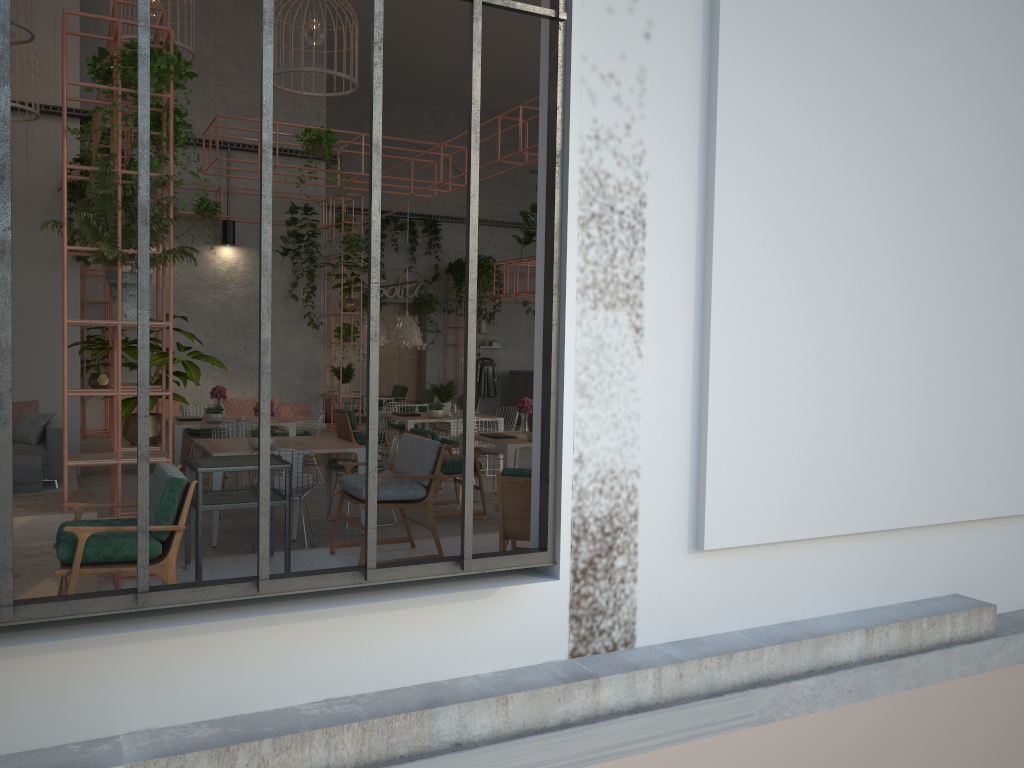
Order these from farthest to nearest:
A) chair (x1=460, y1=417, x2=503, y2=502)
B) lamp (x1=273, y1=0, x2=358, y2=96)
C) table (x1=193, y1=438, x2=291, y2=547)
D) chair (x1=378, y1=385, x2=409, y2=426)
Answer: chair (x1=378, y1=385, x2=409, y2=426) → chair (x1=460, y1=417, x2=503, y2=502) → lamp (x1=273, y1=0, x2=358, y2=96) → table (x1=193, y1=438, x2=291, y2=547)

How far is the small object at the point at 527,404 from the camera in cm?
1001

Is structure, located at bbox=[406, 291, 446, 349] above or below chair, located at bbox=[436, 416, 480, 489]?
above

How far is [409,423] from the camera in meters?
11.4 m

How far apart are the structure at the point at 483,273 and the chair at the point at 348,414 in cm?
673

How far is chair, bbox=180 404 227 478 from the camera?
11.39m

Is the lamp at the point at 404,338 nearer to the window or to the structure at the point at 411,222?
the structure at the point at 411,222

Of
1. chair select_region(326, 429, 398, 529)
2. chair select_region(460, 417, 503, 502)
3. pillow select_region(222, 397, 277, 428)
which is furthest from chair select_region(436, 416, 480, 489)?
pillow select_region(222, 397, 277, 428)

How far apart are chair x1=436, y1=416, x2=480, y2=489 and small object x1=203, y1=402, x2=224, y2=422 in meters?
2.7 m

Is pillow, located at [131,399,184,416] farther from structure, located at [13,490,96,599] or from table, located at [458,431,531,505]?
structure, located at [13,490,96,599]
